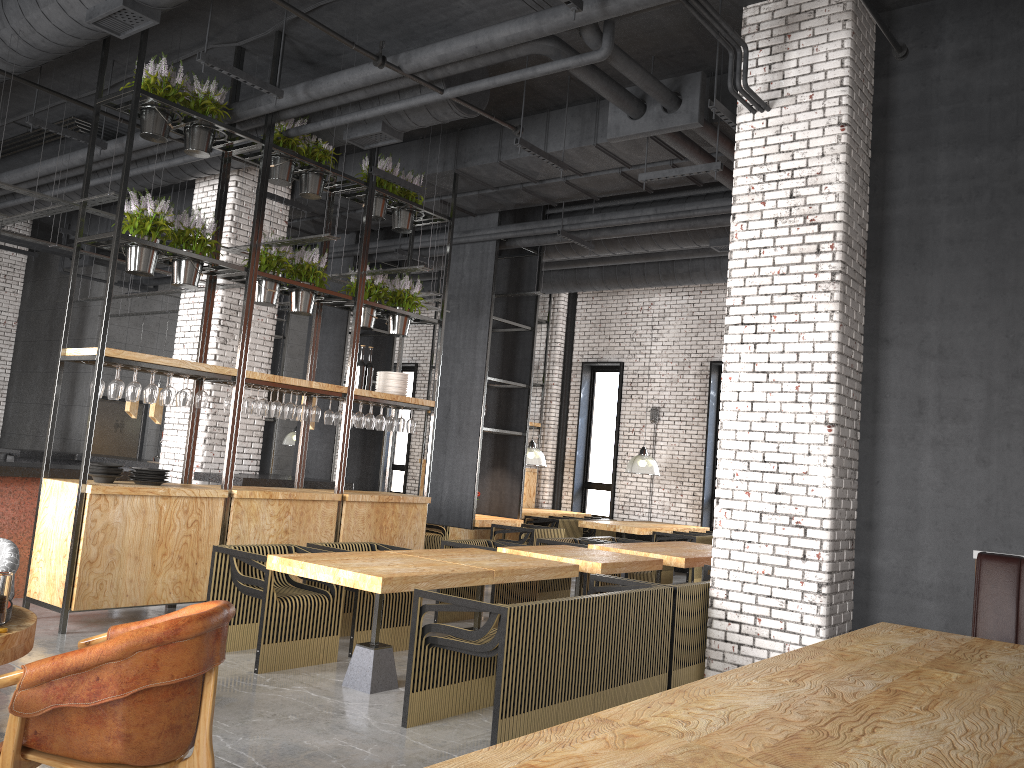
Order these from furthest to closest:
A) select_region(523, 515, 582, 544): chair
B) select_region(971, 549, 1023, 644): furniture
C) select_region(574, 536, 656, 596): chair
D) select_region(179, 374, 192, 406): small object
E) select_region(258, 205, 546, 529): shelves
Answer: select_region(523, 515, 582, 544): chair, select_region(258, 205, 546, 529): shelves, select_region(574, 536, 656, 596): chair, select_region(179, 374, 192, 406): small object, select_region(971, 549, 1023, 644): furniture

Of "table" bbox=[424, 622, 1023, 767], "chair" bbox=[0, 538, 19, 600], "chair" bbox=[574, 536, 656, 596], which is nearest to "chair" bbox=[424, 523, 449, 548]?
"chair" bbox=[574, 536, 656, 596]

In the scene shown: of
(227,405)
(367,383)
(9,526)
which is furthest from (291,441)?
(9,526)

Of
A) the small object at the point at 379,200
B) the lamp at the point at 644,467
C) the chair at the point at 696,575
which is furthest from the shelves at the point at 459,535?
the small object at the point at 379,200

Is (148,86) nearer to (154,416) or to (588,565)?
(588,565)

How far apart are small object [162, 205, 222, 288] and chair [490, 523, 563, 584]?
4.9 meters

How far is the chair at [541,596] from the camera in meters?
9.1 m

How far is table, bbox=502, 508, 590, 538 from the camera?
13.6m

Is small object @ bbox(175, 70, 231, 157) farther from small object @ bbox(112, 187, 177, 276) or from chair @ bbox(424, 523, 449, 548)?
chair @ bbox(424, 523, 449, 548)

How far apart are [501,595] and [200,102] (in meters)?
4.82
